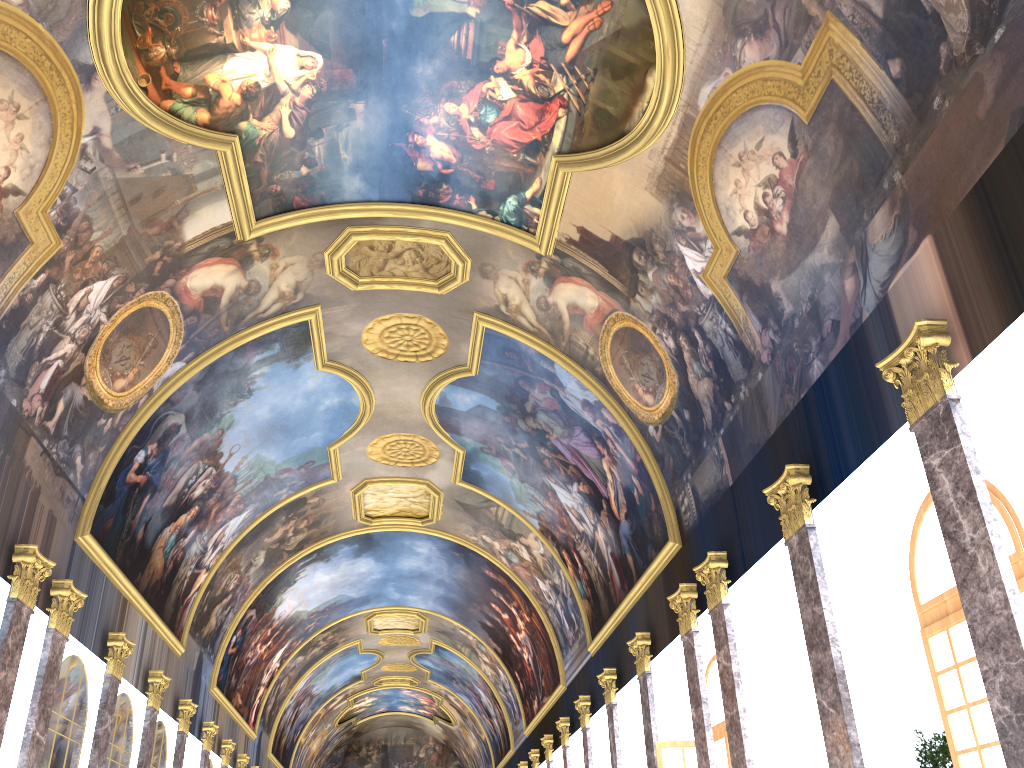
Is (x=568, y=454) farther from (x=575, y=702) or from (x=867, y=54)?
(x=867, y=54)
